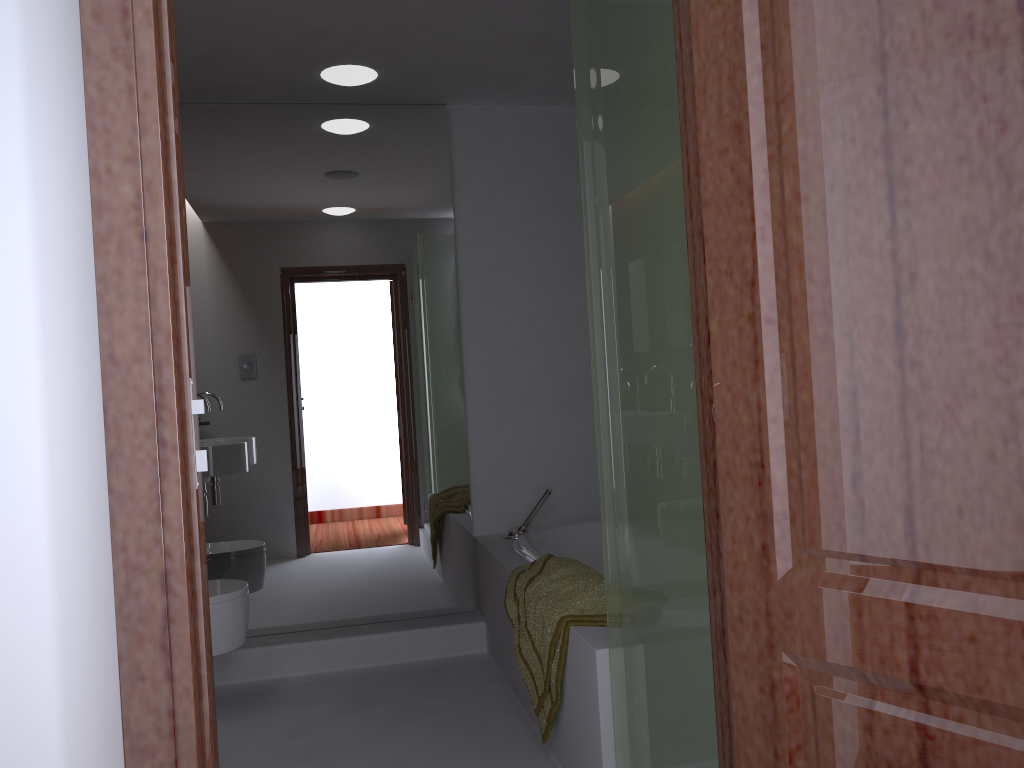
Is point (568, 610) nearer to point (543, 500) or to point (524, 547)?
point (524, 547)

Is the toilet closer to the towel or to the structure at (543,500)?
the towel

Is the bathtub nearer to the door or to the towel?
the towel

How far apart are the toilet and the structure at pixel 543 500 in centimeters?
Result: 109cm

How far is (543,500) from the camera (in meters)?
3.66

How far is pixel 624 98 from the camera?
1.87m

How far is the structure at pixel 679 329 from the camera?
1.66m

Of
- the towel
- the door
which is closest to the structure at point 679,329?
the towel

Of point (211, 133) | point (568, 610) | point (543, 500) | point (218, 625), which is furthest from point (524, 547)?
point (211, 133)

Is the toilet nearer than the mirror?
Yes
